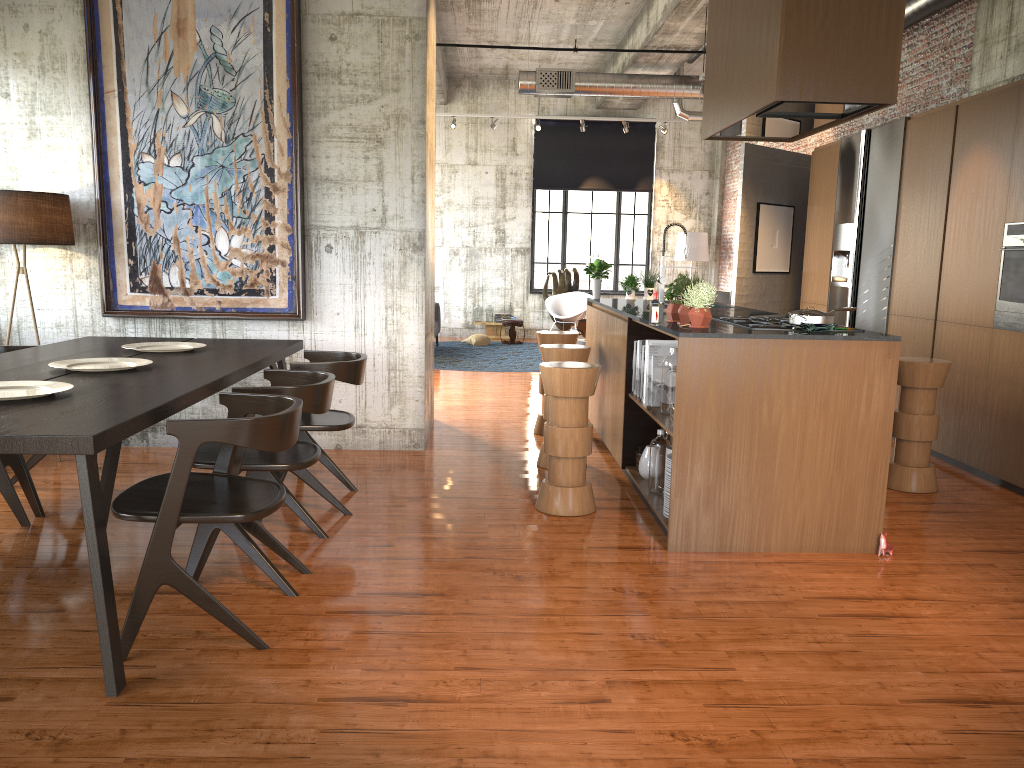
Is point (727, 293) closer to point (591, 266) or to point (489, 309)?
point (489, 309)

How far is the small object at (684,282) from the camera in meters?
5.5 m

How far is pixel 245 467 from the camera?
4.5m

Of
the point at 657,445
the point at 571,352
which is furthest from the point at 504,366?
the point at 657,445

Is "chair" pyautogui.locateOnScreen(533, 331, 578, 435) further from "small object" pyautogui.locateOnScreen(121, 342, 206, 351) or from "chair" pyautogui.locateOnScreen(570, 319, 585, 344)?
"chair" pyautogui.locateOnScreen(570, 319, 585, 344)

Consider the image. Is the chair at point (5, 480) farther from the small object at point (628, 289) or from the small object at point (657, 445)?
the small object at point (628, 289)

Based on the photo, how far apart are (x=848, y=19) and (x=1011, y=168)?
2.8 meters

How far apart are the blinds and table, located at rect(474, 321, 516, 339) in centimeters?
296cm

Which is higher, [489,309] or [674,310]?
[674,310]

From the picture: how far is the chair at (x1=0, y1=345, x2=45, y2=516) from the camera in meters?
5.5
